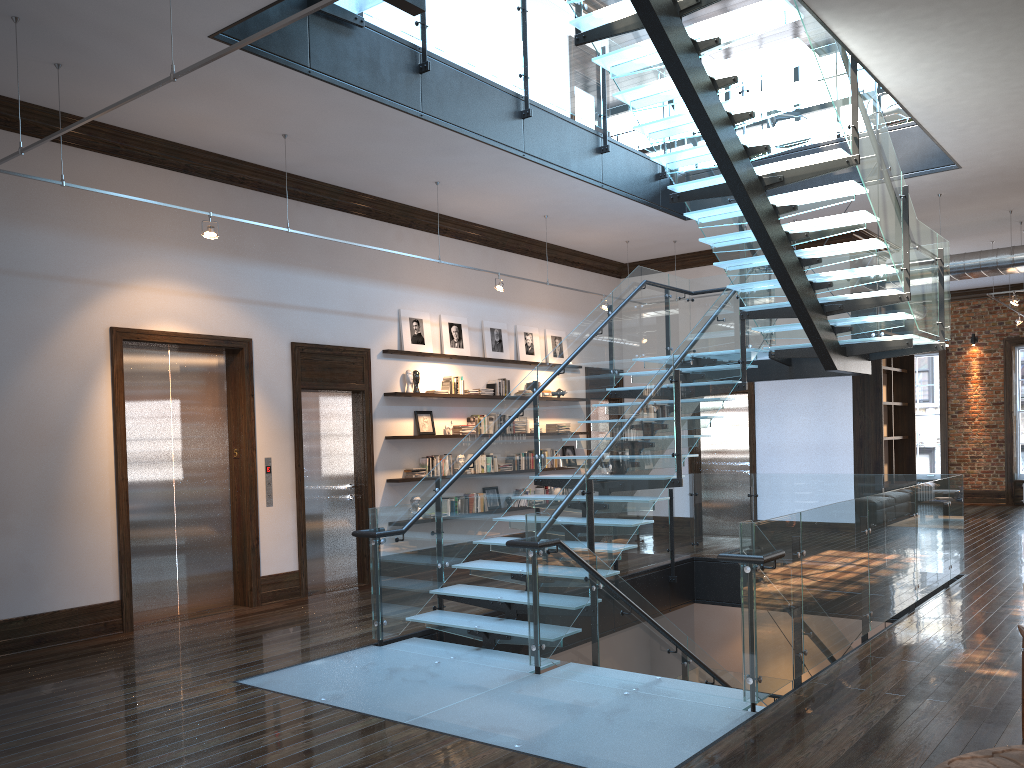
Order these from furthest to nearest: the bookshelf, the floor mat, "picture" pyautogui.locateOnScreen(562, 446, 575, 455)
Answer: "picture" pyautogui.locateOnScreen(562, 446, 575, 455)
the bookshelf
the floor mat

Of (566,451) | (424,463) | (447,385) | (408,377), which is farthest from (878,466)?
(408,377)

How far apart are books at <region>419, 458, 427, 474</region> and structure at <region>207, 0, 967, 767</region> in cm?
226

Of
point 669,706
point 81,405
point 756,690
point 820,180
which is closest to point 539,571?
point 669,706

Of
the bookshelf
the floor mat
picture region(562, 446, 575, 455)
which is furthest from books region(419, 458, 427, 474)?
the floor mat

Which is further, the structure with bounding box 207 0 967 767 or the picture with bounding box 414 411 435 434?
the picture with bounding box 414 411 435 434

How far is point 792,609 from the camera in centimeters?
559cm

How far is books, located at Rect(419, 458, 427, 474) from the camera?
10.76m

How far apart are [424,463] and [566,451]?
3.15m

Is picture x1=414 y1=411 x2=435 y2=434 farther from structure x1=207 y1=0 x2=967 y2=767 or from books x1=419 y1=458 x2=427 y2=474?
structure x1=207 y1=0 x2=967 y2=767
